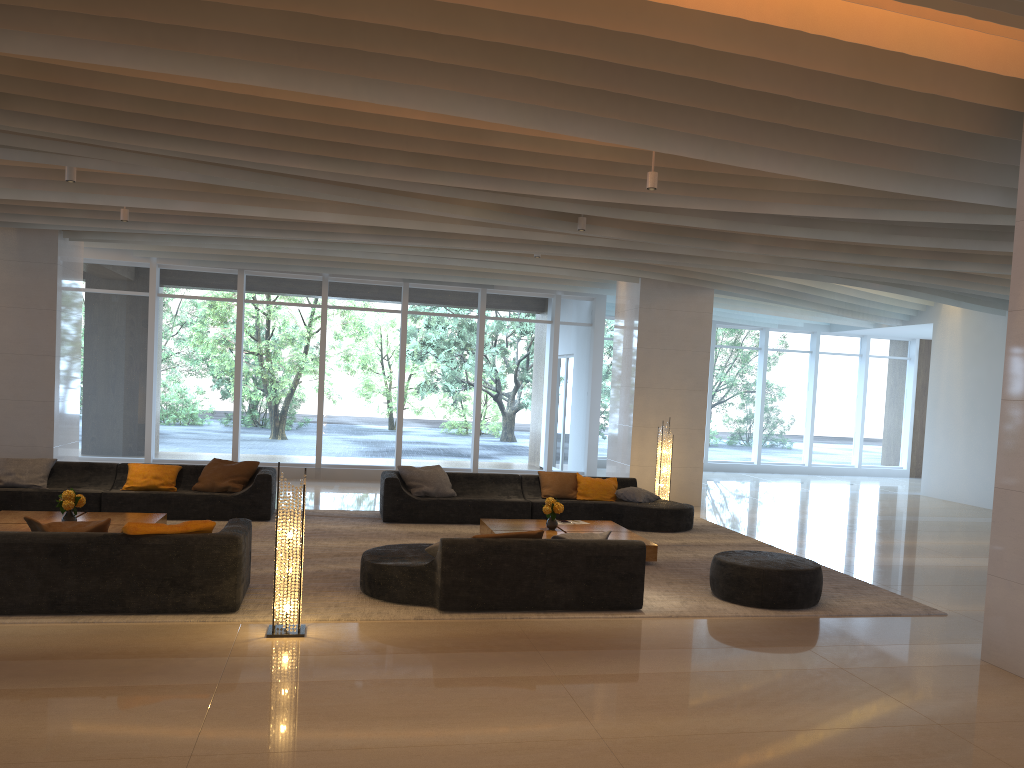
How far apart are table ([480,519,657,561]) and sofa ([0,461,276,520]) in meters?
2.7 m

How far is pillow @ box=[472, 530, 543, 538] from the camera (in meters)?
7.07

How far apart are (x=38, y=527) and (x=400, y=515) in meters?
5.0

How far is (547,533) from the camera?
9.5m

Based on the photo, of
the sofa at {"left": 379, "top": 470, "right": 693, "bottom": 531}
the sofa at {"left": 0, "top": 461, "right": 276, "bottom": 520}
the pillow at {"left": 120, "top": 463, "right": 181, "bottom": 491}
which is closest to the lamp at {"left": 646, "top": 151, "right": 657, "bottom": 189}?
the sofa at {"left": 379, "top": 470, "right": 693, "bottom": 531}

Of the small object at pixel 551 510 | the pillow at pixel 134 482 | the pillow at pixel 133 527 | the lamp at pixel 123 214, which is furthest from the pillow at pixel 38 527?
the lamp at pixel 123 214

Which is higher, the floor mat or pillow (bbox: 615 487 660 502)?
pillow (bbox: 615 487 660 502)

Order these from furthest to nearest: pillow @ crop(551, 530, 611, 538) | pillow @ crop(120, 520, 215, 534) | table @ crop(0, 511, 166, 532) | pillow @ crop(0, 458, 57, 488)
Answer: pillow @ crop(0, 458, 57, 488), table @ crop(0, 511, 166, 532), pillow @ crop(551, 530, 611, 538), pillow @ crop(120, 520, 215, 534)

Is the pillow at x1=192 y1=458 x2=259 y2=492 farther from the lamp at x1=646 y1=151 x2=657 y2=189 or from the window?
the lamp at x1=646 y1=151 x2=657 y2=189

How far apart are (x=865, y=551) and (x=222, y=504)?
7.8 meters
